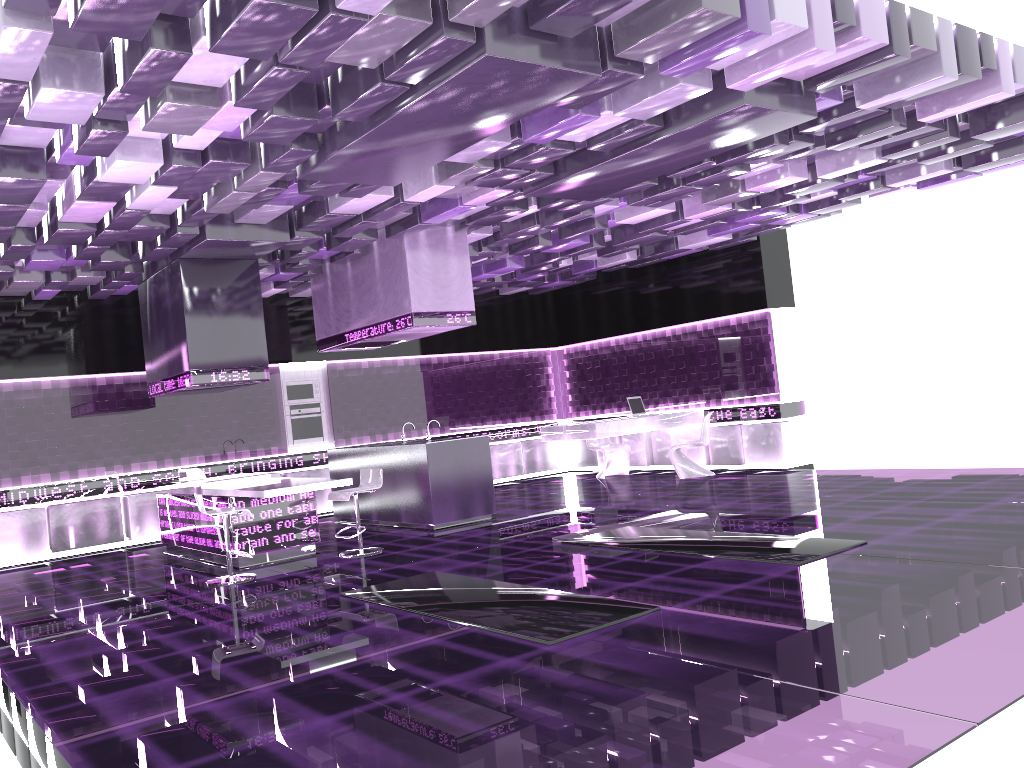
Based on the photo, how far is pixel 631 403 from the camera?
12.4 meters

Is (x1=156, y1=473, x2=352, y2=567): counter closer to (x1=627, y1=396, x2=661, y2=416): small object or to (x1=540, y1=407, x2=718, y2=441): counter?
(x1=540, y1=407, x2=718, y2=441): counter

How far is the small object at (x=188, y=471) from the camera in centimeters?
928cm

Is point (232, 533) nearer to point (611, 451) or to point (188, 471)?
point (188, 471)

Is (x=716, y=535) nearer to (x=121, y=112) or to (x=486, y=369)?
(x=121, y=112)

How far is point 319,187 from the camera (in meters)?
6.79

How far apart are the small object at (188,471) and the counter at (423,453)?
1.8m

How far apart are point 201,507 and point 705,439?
6.83m

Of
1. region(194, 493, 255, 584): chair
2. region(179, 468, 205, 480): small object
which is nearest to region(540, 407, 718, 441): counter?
region(179, 468, 205, 480): small object

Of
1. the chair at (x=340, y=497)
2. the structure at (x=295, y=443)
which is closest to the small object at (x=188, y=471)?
the chair at (x=340, y=497)
